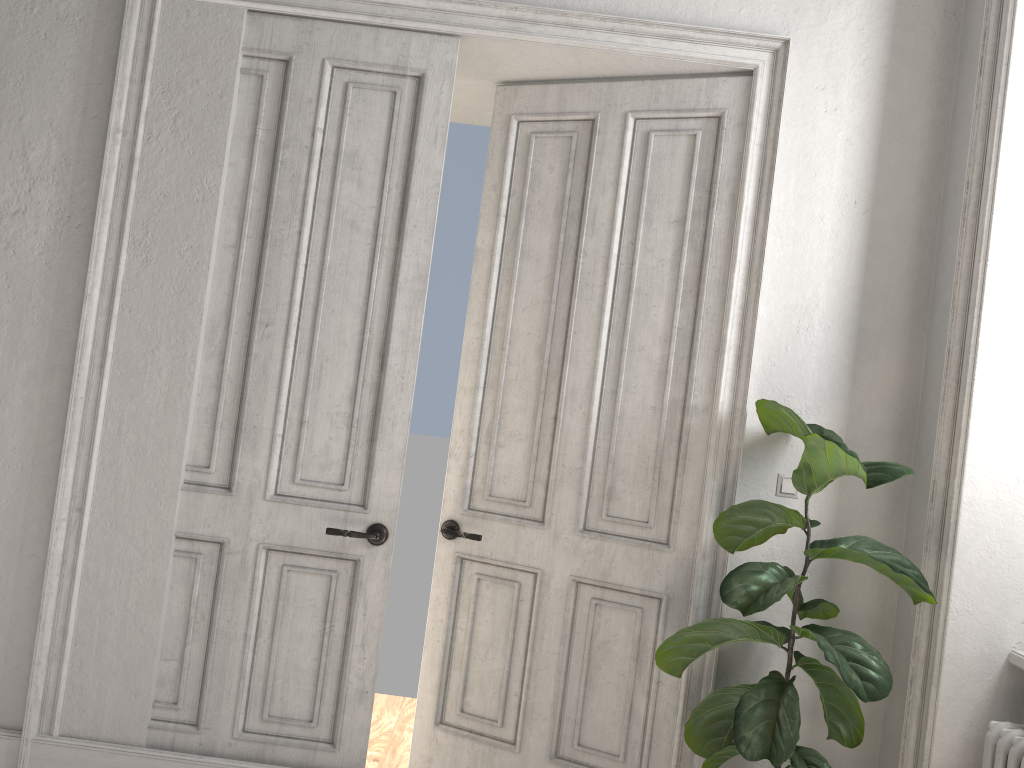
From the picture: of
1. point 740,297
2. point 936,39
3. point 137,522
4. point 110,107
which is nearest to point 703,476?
point 740,297

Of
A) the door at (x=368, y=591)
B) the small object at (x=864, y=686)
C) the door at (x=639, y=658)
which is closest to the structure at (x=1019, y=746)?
the small object at (x=864, y=686)

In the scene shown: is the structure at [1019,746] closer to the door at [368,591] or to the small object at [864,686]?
the small object at [864,686]

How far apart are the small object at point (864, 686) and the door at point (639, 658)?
0.1 meters

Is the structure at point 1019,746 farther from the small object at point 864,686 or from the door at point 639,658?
the door at point 639,658

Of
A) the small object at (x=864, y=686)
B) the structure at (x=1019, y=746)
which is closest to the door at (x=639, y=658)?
the small object at (x=864, y=686)

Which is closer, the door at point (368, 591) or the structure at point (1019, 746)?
the structure at point (1019, 746)

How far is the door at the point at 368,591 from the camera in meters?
3.2

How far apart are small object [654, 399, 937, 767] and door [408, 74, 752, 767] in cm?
15

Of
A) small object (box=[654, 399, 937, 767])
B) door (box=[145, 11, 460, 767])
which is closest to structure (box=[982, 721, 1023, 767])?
small object (box=[654, 399, 937, 767])
